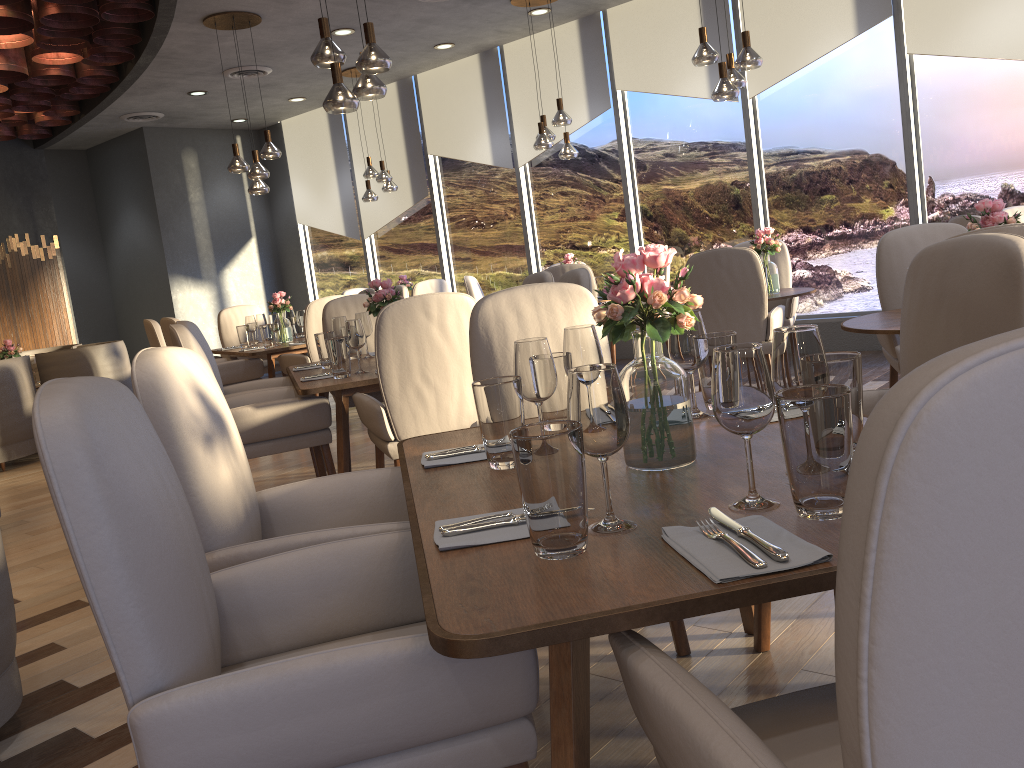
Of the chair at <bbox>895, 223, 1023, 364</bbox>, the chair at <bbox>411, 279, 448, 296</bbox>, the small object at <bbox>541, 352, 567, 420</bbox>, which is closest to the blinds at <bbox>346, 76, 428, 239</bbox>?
the chair at <bbox>411, 279, 448, 296</bbox>

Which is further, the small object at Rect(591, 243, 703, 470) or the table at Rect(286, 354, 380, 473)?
the table at Rect(286, 354, 380, 473)

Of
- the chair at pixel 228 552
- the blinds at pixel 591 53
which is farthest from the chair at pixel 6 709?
the blinds at pixel 591 53

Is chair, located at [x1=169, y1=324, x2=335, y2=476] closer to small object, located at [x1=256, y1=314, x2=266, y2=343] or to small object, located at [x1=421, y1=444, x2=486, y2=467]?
small object, located at [x1=421, y1=444, x2=486, y2=467]

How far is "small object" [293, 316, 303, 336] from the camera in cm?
757

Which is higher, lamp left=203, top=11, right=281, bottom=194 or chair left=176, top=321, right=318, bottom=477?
lamp left=203, top=11, right=281, bottom=194

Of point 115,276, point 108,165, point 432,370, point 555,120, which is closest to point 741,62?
point 555,120

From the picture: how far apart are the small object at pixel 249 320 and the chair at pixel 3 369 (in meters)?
1.73

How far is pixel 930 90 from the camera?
6.5m

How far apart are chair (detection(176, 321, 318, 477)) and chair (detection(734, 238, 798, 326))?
3.2m
